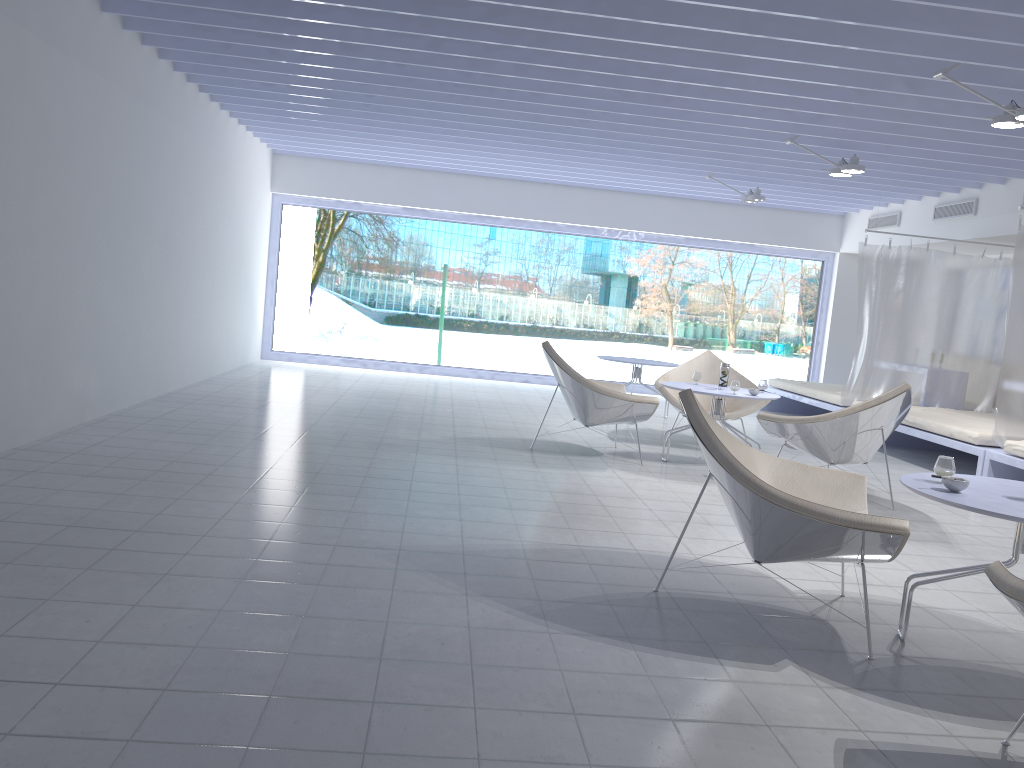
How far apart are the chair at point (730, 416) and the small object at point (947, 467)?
3.8 meters

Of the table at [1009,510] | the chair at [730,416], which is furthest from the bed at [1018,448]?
the table at [1009,510]

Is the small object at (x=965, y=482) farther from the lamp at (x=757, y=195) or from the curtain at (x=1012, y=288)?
the lamp at (x=757, y=195)

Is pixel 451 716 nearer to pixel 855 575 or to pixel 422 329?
pixel 855 575

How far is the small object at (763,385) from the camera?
6.25m

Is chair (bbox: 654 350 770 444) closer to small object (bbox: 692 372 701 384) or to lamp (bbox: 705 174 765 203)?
small object (bbox: 692 372 701 384)

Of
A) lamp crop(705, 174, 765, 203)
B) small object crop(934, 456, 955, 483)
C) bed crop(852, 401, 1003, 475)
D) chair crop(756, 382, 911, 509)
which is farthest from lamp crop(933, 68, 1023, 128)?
lamp crop(705, 174, 765, 203)

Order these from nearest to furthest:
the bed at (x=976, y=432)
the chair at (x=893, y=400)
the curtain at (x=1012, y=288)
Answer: the chair at (x=893, y=400) → the curtain at (x=1012, y=288) → the bed at (x=976, y=432)

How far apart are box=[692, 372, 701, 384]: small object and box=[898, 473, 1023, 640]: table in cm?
324

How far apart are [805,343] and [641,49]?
8.7m
